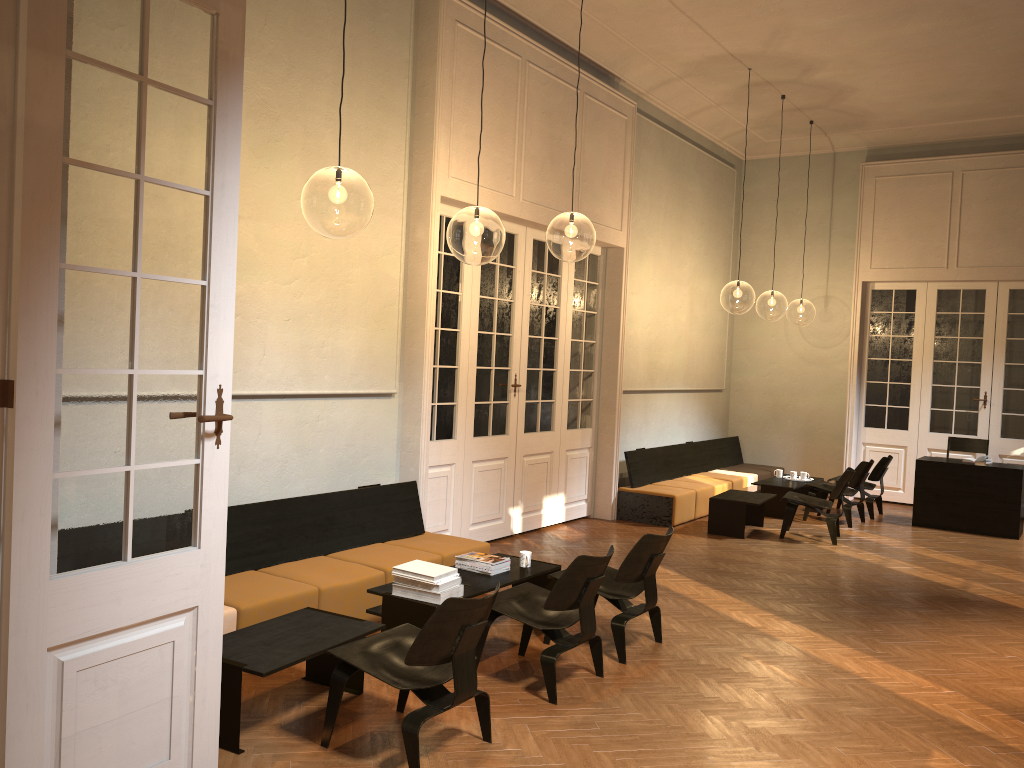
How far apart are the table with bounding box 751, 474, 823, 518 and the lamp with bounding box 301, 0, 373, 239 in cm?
589

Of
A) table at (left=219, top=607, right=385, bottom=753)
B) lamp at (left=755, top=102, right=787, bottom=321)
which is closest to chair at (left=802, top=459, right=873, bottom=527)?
table at (left=219, top=607, right=385, bottom=753)

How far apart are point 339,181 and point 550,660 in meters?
5.2 m

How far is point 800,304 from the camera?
26.99m

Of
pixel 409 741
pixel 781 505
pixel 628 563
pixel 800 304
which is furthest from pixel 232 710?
pixel 800 304

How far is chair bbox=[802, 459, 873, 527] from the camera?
10.7 meters

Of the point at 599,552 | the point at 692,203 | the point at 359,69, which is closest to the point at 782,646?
the point at 599,552

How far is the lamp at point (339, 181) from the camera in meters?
8.3 m

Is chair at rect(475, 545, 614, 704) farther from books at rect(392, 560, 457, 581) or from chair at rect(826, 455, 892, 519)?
chair at rect(826, 455, 892, 519)

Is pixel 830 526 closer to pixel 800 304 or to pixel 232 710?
pixel 232 710
